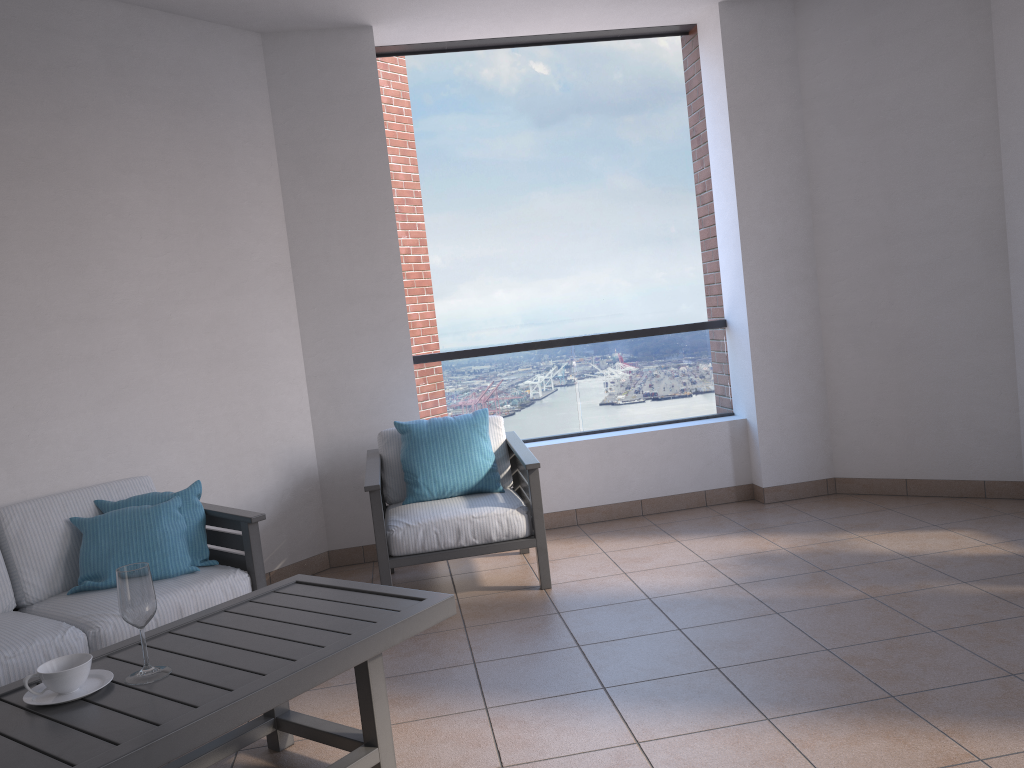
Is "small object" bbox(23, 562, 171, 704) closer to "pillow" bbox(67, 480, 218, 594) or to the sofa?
the sofa

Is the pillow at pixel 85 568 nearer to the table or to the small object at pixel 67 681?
the table

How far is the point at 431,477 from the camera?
4.3 meters

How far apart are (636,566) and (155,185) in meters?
2.9 m

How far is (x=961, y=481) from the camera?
4.88m

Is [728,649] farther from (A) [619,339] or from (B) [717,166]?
(B) [717,166]

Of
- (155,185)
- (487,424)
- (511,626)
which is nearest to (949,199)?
(487,424)

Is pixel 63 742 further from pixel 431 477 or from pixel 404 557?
pixel 431 477

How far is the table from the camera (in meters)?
1.91

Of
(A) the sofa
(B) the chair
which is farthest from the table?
(B) the chair
